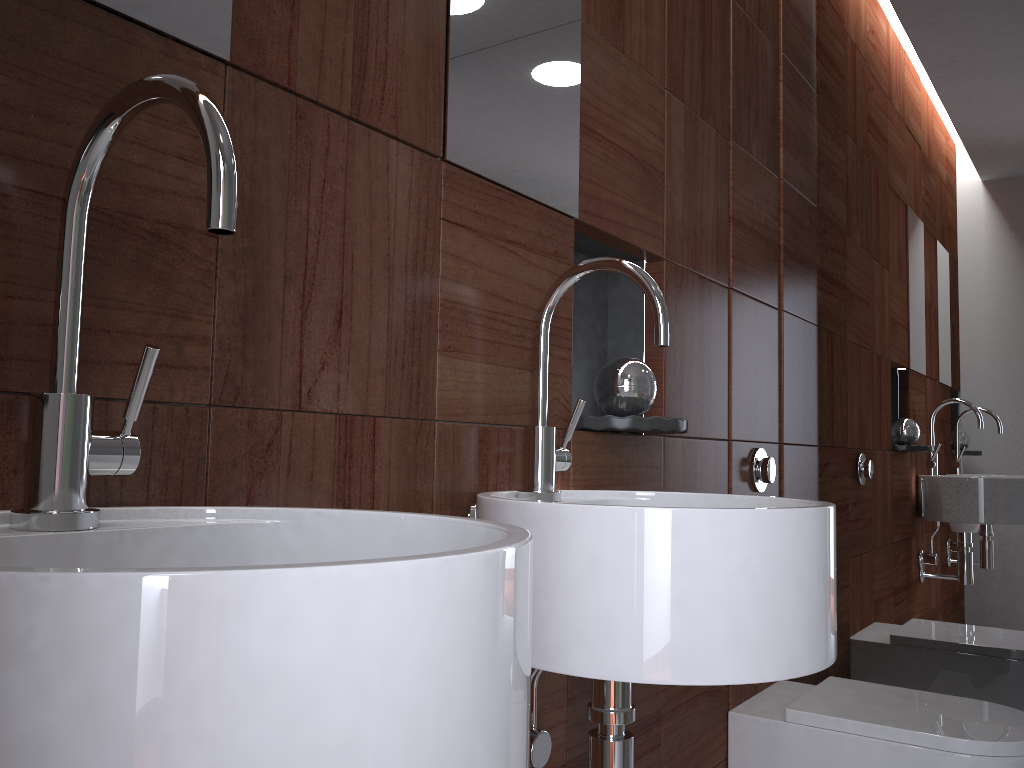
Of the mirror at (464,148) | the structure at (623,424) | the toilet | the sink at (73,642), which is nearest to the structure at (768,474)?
the toilet

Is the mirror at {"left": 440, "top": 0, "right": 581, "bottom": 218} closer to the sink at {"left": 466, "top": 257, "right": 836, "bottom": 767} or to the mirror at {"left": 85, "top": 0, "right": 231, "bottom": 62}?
the sink at {"left": 466, "top": 257, "right": 836, "bottom": 767}

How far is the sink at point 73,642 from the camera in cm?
33

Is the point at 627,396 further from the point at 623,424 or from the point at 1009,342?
the point at 1009,342

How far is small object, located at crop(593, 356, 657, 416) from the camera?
1.4 meters

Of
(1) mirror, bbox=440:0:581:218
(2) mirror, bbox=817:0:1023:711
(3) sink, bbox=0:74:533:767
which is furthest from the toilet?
(3) sink, bbox=0:74:533:767

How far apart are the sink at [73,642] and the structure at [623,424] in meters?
0.7 m

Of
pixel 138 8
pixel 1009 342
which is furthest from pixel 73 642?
pixel 1009 342

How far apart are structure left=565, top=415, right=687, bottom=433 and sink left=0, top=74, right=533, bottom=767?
0.67m

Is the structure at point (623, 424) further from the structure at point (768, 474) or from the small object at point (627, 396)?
the structure at point (768, 474)
